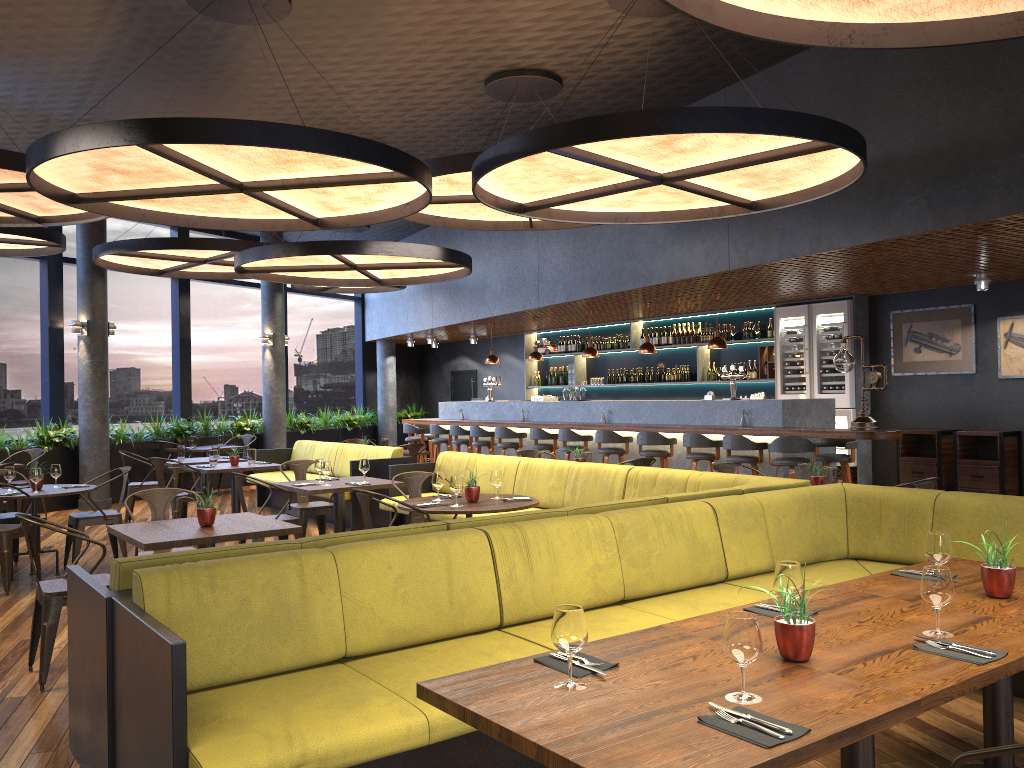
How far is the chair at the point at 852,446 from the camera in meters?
9.3 m

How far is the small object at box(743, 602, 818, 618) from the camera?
3.0 meters

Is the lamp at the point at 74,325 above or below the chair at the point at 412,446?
above

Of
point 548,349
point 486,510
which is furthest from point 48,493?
point 548,349

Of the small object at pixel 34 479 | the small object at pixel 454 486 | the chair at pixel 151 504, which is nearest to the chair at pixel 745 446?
the small object at pixel 454 486

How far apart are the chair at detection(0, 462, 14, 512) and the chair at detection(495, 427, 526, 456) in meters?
6.3

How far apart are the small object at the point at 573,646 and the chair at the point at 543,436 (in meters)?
9.93

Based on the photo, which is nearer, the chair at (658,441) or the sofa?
the sofa

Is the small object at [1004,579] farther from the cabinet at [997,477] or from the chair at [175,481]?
the chair at [175,481]

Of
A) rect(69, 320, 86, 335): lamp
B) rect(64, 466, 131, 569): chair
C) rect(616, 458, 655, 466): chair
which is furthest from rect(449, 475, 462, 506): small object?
rect(69, 320, 86, 335): lamp
